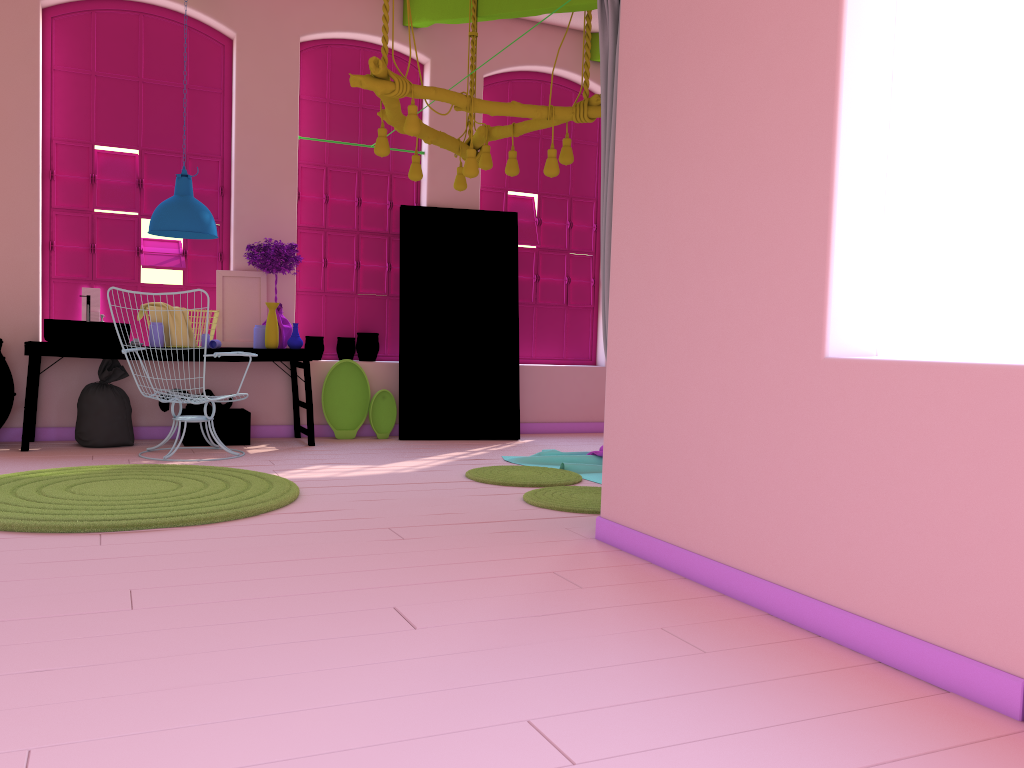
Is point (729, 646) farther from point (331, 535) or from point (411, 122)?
point (411, 122)

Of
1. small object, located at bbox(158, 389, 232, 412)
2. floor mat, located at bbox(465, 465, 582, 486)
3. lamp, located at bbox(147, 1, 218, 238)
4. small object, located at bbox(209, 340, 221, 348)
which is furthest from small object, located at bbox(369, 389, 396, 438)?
floor mat, located at bbox(465, 465, 582, 486)

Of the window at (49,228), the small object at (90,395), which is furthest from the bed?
the window at (49,228)

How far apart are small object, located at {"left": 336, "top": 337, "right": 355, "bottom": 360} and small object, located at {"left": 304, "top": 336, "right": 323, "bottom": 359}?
0.2 meters

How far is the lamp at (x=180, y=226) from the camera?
6.78m

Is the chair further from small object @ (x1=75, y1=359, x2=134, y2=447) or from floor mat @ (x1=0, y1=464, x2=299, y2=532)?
floor mat @ (x1=0, y1=464, x2=299, y2=532)

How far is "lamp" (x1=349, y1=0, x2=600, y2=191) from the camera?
5.1m

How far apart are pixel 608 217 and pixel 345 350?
4.5 meters

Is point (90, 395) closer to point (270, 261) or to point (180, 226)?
point (180, 226)

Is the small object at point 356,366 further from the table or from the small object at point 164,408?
the small object at point 164,408
